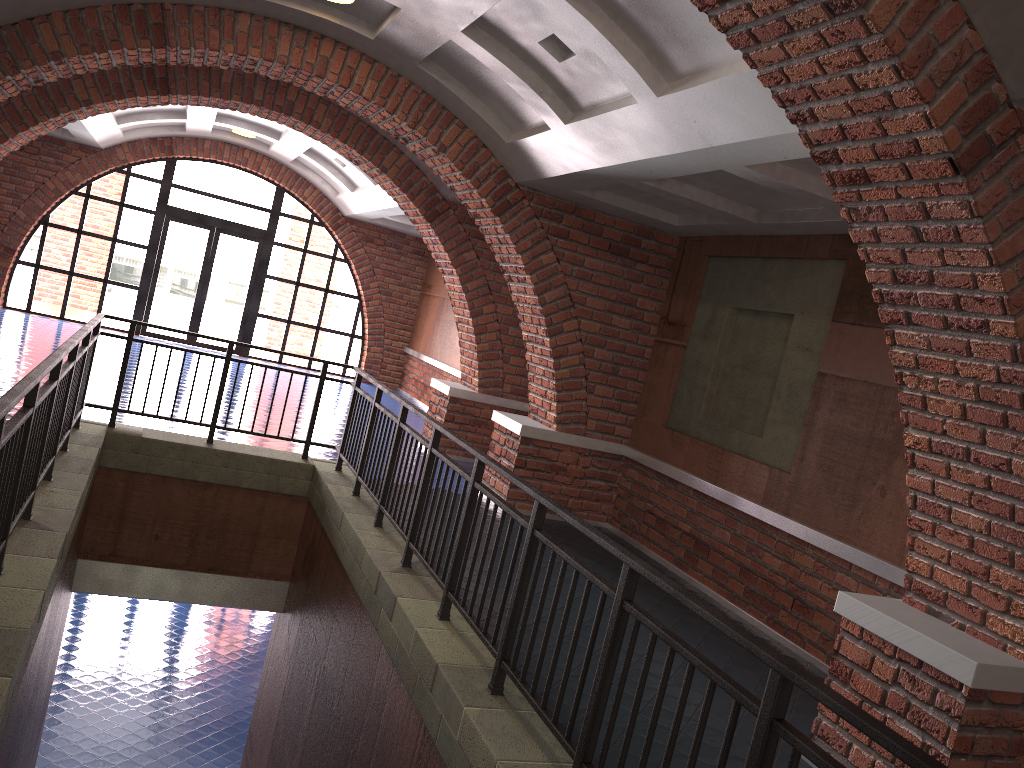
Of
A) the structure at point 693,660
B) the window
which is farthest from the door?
the structure at point 693,660

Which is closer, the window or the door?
the window

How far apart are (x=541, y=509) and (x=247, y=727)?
A: 9.9 meters

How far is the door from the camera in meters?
16.2 m

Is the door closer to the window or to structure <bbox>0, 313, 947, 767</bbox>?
the window

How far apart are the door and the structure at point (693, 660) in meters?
9.2

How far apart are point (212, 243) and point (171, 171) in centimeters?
142cm

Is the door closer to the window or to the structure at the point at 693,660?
the window

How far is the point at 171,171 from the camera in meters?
15.8

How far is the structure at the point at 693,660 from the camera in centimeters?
271cm
